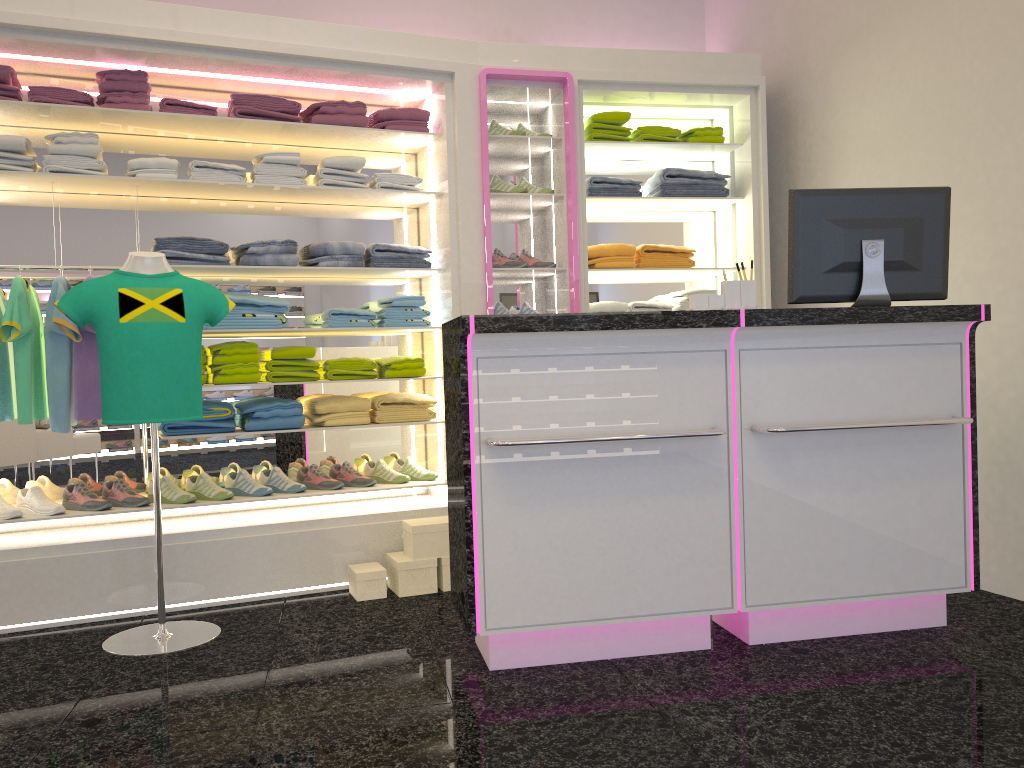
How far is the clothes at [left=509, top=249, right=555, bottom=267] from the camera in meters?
4.8

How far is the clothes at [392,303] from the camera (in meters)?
4.57

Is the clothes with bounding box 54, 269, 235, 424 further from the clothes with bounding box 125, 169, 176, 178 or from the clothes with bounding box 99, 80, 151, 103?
the clothes with bounding box 99, 80, 151, 103

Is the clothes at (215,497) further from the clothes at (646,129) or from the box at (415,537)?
the clothes at (646,129)

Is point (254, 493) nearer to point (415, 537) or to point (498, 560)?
point (415, 537)

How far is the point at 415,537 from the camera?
4.1 meters

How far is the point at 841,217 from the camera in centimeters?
316cm

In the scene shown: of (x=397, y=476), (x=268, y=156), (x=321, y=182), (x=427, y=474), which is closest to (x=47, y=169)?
(x=268, y=156)

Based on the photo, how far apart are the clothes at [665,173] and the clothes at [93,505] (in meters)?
3.28

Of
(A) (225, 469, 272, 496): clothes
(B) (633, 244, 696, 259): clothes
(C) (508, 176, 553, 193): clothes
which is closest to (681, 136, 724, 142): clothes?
(B) (633, 244, 696, 259): clothes
